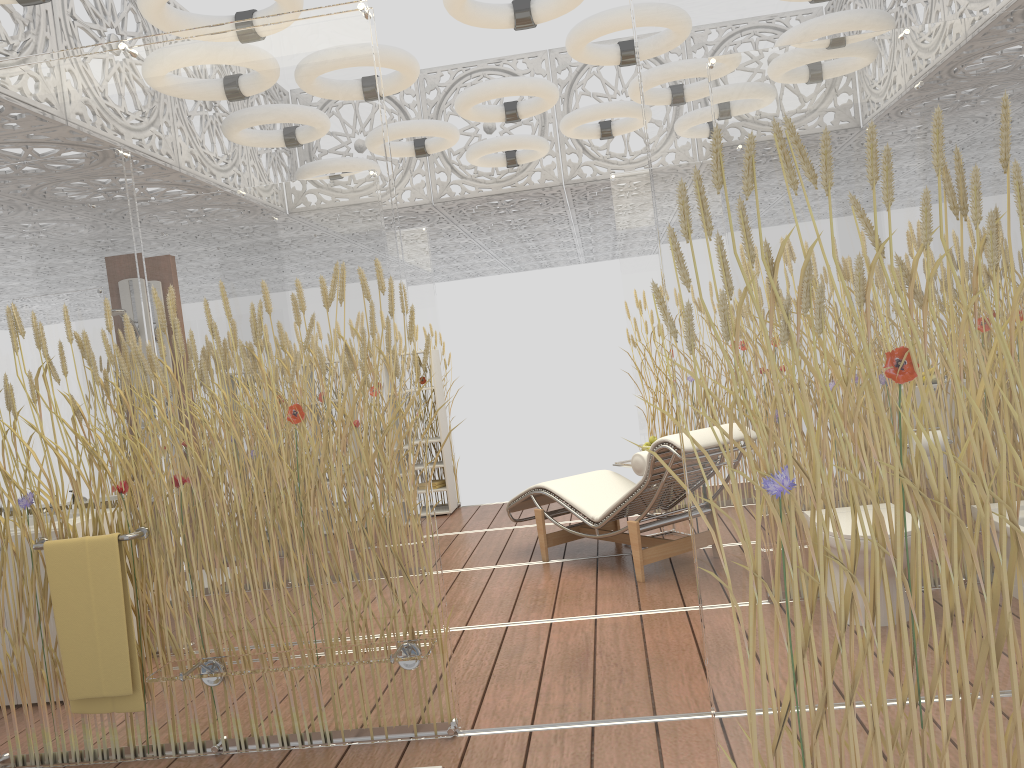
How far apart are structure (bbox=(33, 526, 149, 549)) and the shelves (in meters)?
4.67

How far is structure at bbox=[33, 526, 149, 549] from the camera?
3.18m

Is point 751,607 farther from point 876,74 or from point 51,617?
point 51,617

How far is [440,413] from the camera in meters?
7.9

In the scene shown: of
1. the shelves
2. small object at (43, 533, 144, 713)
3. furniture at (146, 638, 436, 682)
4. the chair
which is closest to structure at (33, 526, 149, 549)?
small object at (43, 533, 144, 713)

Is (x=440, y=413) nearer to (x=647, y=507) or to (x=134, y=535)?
(x=647, y=507)

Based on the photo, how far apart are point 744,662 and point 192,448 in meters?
2.2

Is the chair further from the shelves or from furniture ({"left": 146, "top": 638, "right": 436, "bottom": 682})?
furniture ({"left": 146, "top": 638, "right": 436, "bottom": 682})

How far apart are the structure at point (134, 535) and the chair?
2.6m

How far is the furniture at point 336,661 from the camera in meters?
2.9
